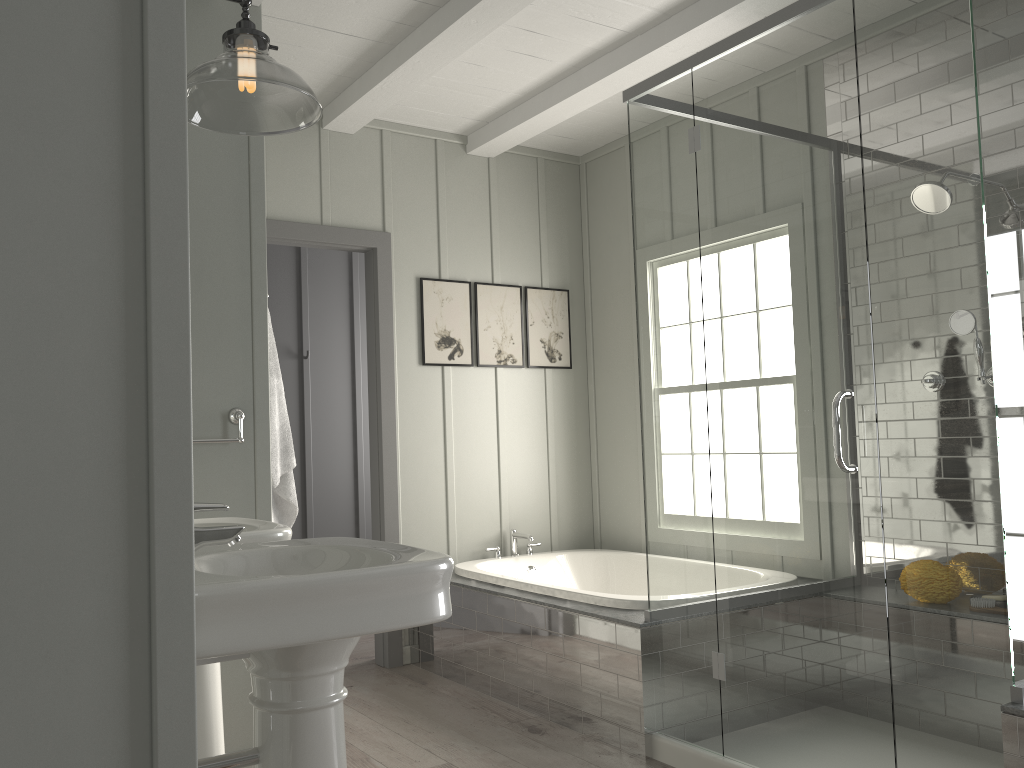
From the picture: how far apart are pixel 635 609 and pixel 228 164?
2.2 meters

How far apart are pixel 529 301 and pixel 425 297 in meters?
0.7 m

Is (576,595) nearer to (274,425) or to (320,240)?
(274,425)

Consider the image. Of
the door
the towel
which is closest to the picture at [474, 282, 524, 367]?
the door

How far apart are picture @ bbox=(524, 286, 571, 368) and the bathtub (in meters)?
0.94

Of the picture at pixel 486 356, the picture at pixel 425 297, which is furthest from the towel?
the picture at pixel 486 356

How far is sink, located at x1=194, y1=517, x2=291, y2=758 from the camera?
2.21m

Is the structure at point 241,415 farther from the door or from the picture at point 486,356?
the picture at point 486,356

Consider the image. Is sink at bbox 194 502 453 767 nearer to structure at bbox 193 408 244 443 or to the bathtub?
structure at bbox 193 408 244 443

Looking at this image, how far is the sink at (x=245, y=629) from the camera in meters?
1.4 m
